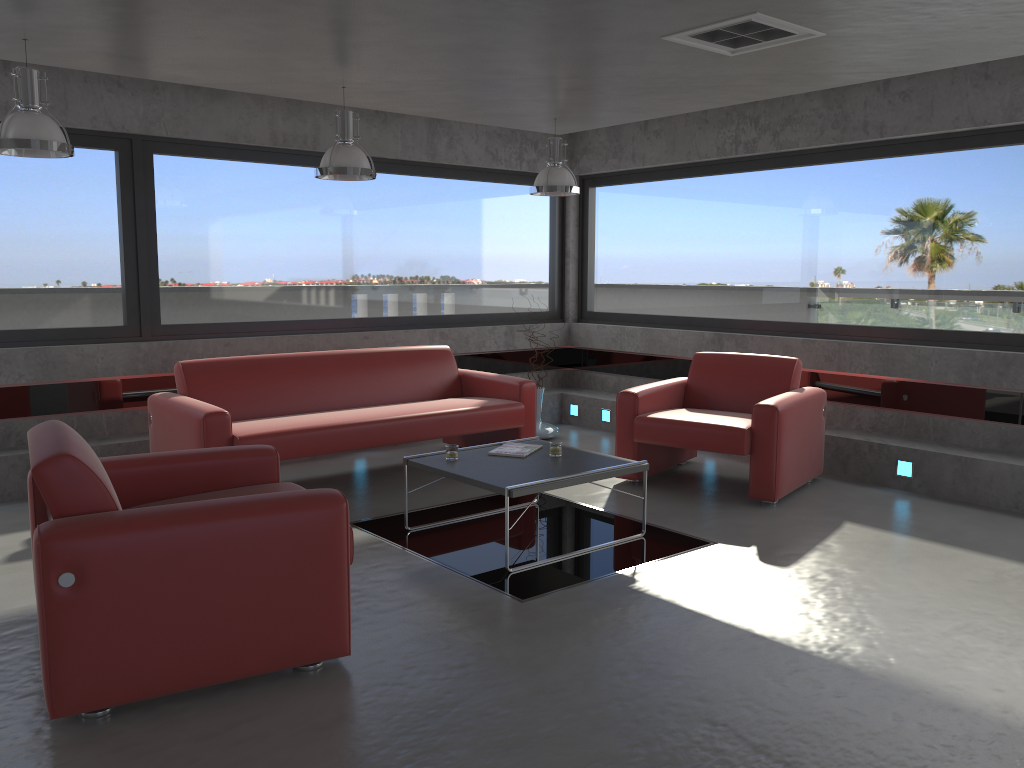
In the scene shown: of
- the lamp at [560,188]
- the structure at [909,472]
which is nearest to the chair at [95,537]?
the lamp at [560,188]

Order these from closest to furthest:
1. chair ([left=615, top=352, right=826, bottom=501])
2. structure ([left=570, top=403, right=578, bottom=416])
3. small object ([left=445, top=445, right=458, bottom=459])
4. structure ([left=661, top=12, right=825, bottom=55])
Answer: structure ([left=661, top=12, right=825, bottom=55]), small object ([left=445, top=445, right=458, bottom=459]), chair ([left=615, top=352, right=826, bottom=501]), structure ([left=570, top=403, right=578, bottom=416])

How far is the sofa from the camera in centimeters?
548cm

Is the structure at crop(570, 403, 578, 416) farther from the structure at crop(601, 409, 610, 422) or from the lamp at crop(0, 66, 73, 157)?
the lamp at crop(0, 66, 73, 157)

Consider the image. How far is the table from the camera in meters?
4.5 m

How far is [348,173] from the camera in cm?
549

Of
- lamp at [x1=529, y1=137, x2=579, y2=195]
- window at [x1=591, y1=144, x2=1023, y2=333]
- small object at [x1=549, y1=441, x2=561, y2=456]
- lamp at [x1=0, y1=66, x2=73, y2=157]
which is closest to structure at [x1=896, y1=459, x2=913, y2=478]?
window at [x1=591, y1=144, x2=1023, y2=333]

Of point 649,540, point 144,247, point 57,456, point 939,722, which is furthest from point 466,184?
point 939,722

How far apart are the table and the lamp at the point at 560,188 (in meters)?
2.05

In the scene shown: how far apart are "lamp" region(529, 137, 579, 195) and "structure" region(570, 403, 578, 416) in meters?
2.4
